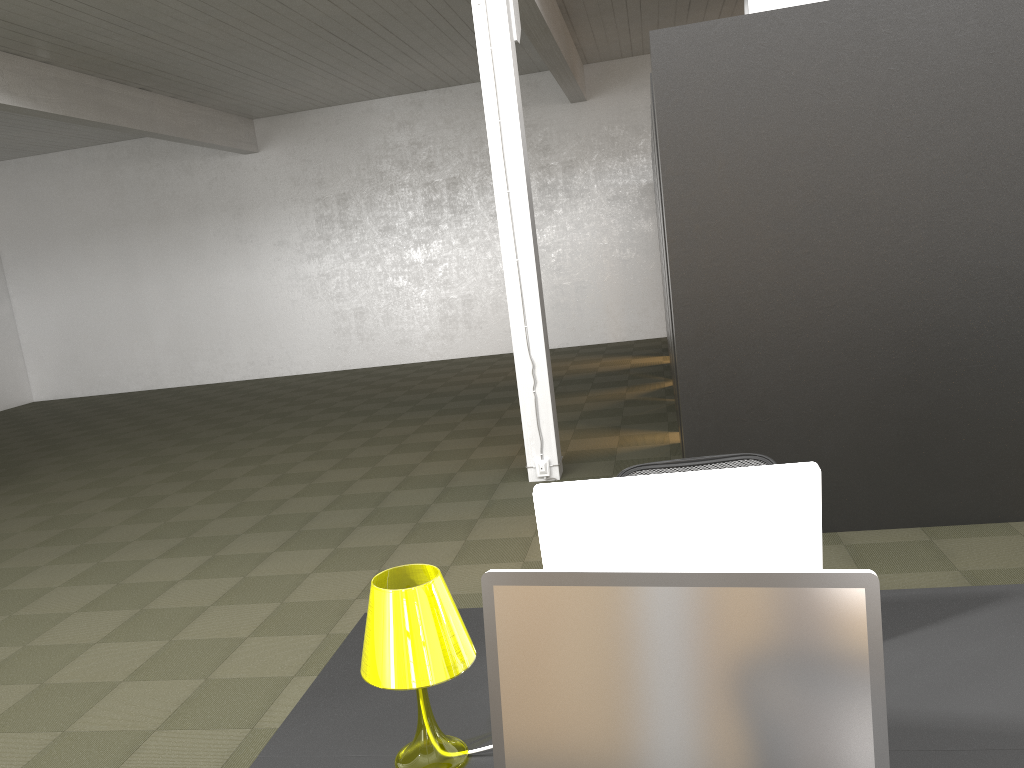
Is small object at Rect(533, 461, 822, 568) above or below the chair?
above

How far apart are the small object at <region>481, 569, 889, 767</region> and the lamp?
0.24m

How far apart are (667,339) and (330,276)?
6.43m

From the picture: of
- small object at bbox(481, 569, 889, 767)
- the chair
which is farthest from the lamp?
the chair

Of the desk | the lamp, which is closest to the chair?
the desk

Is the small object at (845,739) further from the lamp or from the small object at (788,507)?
the small object at (788,507)

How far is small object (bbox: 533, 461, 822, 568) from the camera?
2.00m

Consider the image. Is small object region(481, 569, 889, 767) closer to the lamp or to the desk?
→ the lamp

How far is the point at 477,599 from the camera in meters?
4.7 m

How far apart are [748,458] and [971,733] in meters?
1.5
